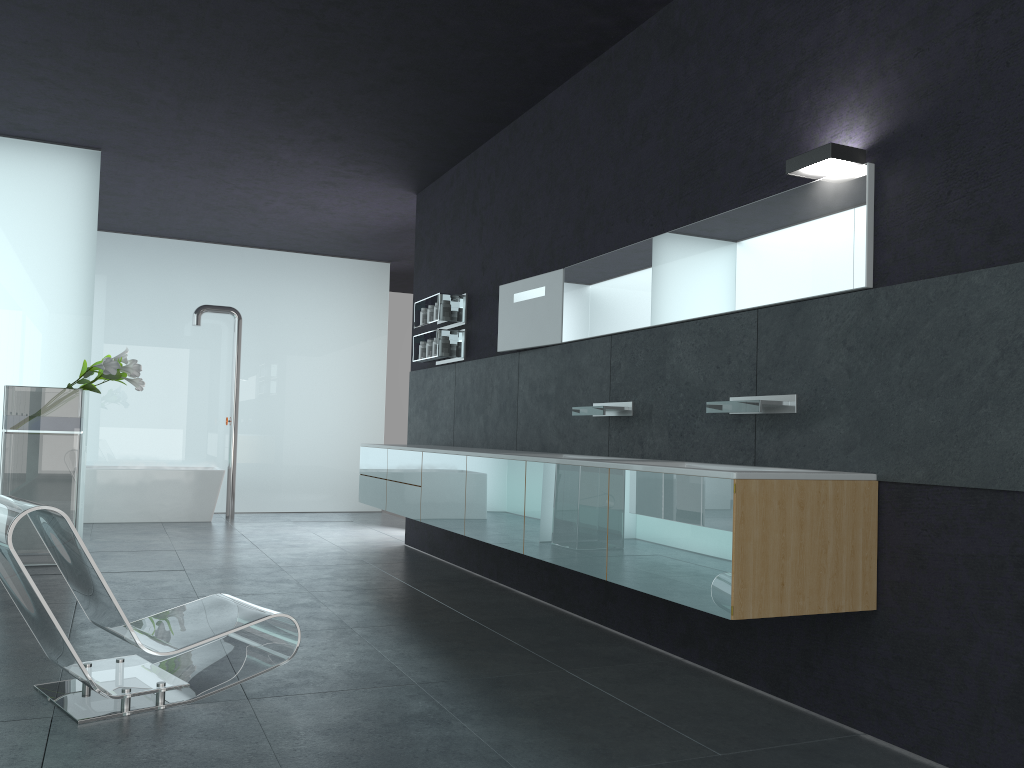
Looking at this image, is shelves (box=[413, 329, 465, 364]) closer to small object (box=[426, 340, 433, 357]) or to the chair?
small object (box=[426, 340, 433, 357])

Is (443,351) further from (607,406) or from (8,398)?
(8,398)

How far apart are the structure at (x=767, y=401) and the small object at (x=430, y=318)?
4.4 meters

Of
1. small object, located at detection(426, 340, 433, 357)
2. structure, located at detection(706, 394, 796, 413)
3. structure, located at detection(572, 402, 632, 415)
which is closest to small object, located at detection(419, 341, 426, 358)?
small object, located at detection(426, 340, 433, 357)

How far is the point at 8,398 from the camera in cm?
731

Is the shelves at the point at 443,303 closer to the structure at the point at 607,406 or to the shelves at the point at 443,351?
the shelves at the point at 443,351

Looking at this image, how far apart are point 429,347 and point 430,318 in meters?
0.3

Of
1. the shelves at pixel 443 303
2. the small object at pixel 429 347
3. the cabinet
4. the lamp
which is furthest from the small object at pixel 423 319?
the lamp

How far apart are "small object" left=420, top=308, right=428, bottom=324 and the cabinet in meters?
1.4 m

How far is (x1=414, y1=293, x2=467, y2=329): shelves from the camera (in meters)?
8.04
